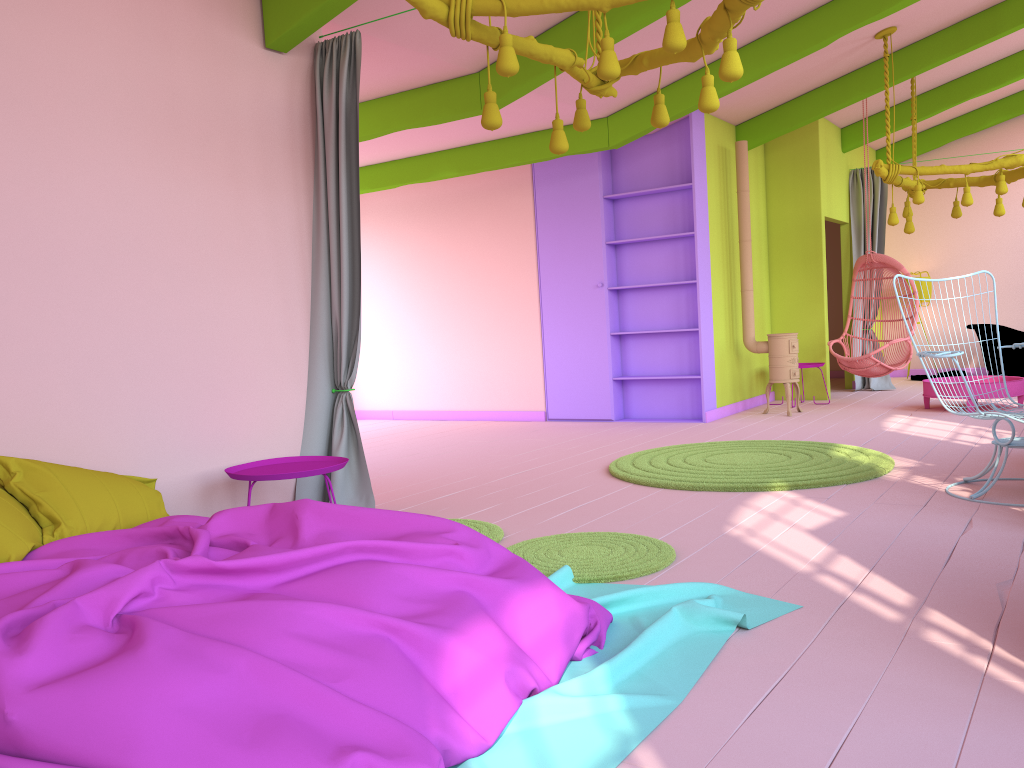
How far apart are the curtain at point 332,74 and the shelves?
4.43m

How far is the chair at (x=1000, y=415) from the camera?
4.5 meters

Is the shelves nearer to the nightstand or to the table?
the table

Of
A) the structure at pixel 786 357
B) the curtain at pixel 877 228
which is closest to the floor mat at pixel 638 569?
the structure at pixel 786 357

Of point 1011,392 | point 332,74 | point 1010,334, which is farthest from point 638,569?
point 1010,334

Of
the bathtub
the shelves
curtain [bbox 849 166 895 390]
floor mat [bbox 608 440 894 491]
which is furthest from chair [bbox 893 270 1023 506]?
the bathtub

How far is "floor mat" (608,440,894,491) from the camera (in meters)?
5.35

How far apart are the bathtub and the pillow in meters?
10.3 m

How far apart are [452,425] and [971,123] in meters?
8.1

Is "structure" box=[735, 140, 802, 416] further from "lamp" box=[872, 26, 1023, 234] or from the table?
"lamp" box=[872, 26, 1023, 234]
